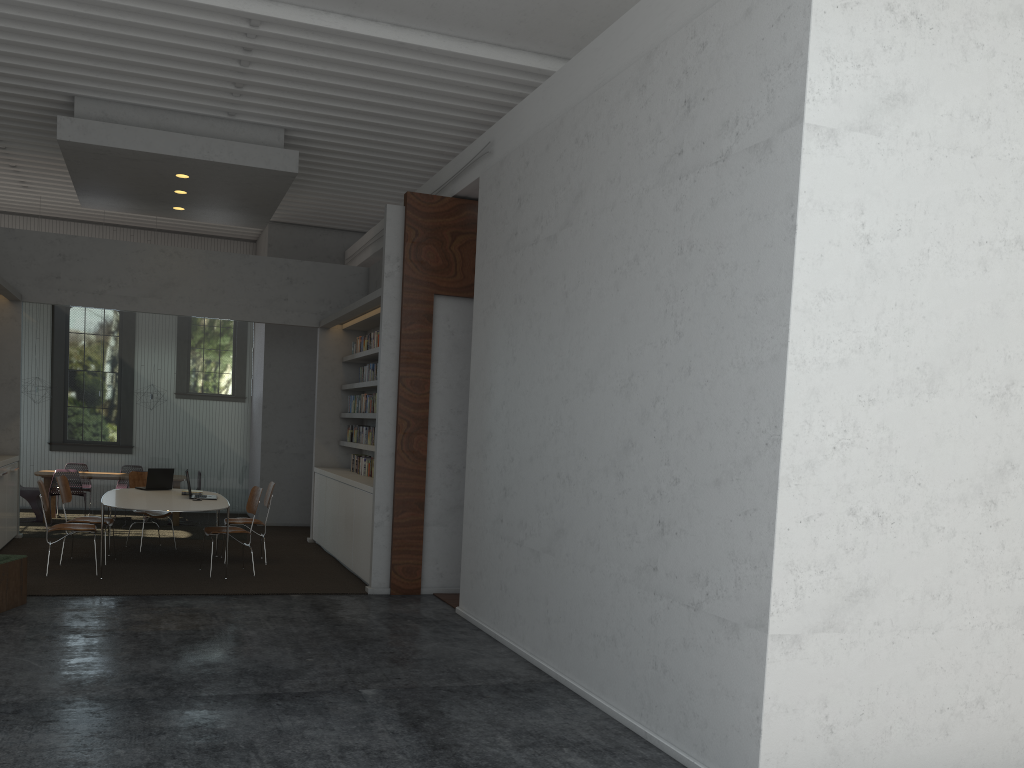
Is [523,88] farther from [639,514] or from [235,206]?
[639,514]
